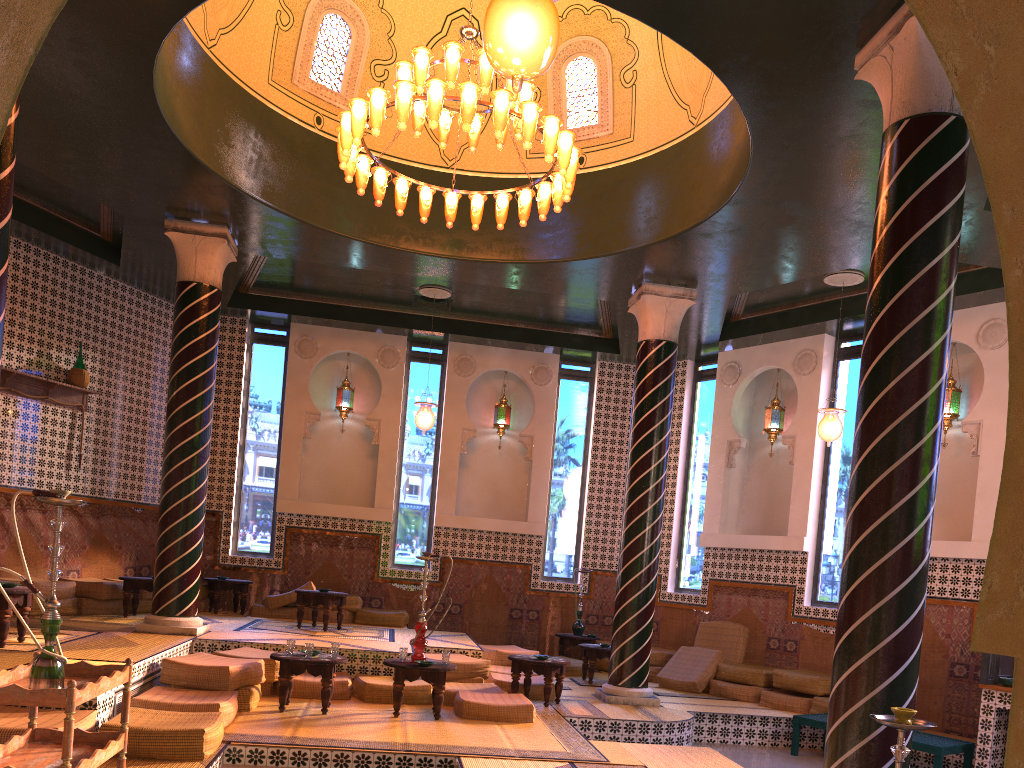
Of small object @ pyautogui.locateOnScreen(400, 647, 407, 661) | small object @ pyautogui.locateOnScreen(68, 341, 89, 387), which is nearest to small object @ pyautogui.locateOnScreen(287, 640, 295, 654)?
small object @ pyautogui.locateOnScreen(400, 647, 407, 661)

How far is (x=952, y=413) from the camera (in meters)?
12.35

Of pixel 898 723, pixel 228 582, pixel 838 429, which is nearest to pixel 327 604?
pixel 228 582

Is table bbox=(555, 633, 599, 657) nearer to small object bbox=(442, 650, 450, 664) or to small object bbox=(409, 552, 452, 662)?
small object bbox=(442, 650, 450, 664)

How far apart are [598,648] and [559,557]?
3.4 meters

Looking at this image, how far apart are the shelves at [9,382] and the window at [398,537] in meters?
5.4

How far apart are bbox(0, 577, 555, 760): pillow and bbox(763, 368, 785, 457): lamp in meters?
5.5

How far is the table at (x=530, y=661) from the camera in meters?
10.5 m

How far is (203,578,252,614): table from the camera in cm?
1439

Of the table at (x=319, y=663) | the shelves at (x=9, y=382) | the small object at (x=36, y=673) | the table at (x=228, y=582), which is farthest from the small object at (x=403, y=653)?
the shelves at (x=9, y=382)
